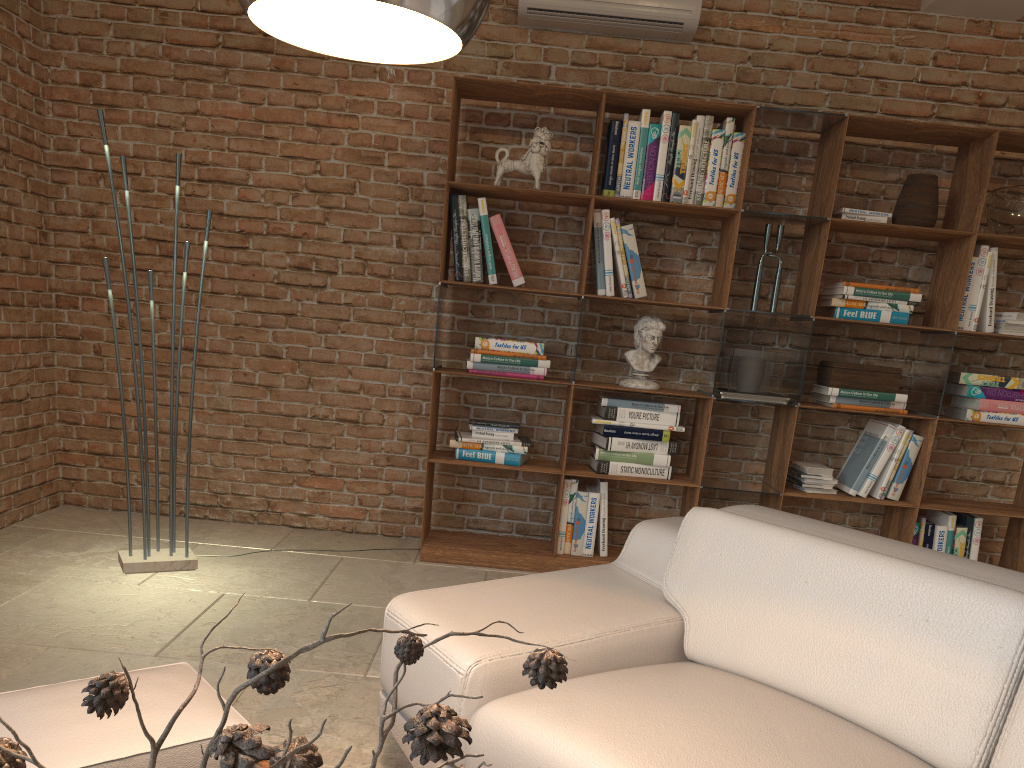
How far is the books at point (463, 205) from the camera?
4.2m

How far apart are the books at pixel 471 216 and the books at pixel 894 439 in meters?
2.1 m

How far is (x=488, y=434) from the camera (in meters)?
4.31

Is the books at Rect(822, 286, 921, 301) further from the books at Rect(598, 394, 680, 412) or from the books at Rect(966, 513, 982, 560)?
the books at Rect(966, 513, 982, 560)

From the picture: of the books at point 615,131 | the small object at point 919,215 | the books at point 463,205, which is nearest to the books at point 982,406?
the small object at point 919,215

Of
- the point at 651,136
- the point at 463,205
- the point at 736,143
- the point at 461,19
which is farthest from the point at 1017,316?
the point at 461,19

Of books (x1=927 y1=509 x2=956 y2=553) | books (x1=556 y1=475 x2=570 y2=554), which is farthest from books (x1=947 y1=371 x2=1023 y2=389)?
books (x1=556 y1=475 x2=570 y2=554)

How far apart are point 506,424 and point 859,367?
1.7m

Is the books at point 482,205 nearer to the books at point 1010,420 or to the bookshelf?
the bookshelf

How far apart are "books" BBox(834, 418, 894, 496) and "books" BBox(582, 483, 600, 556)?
1.2 meters
